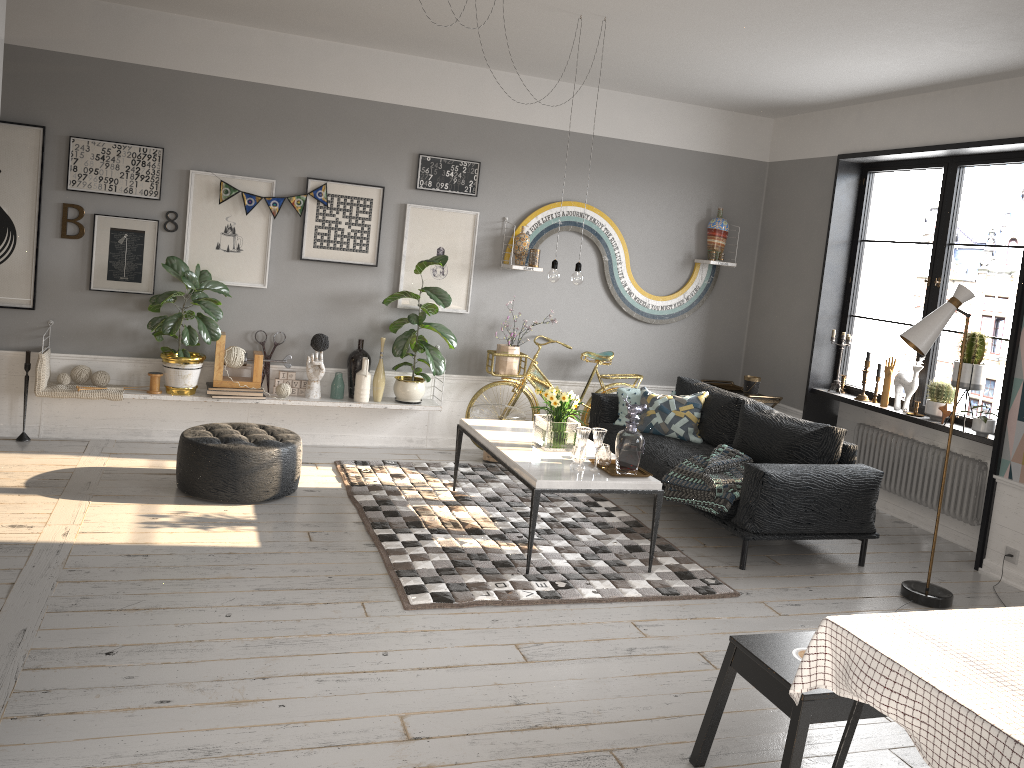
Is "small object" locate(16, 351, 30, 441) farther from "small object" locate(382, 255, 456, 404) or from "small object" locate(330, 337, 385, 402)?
"small object" locate(382, 255, 456, 404)

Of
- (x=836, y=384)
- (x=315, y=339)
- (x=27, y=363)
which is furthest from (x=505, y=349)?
(x=27, y=363)

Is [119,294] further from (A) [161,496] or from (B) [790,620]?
(B) [790,620]

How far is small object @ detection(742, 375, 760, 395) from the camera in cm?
718

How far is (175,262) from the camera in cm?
587

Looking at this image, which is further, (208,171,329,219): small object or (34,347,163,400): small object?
(208,171,329,219): small object

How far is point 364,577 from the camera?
4.3m

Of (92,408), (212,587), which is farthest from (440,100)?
(212,587)

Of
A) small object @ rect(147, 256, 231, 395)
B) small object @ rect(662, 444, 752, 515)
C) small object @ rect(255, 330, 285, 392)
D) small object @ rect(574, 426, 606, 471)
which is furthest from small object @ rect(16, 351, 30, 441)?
small object @ rect(662, 444, 752, 515)

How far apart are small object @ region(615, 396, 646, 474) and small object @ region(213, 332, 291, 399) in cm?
277
